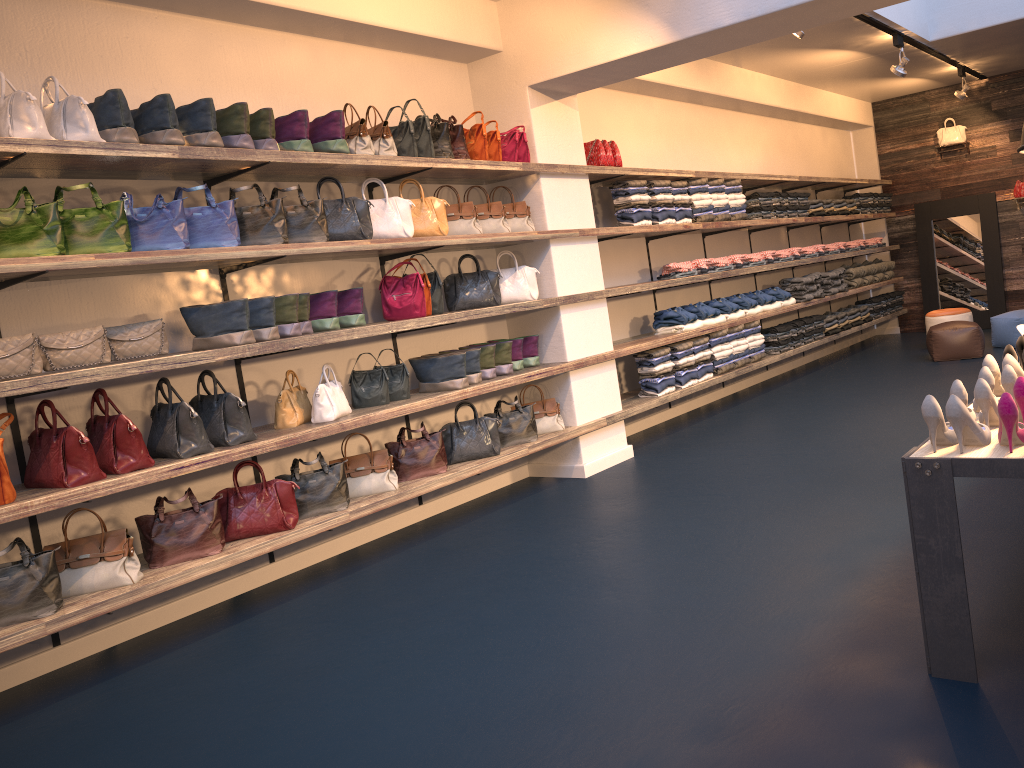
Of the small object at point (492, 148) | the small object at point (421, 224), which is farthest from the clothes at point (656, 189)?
the small object at point (421, 224)

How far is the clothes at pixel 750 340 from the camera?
8.54m

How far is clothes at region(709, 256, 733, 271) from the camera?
8.30m

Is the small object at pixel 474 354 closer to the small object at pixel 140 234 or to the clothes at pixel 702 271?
the small object at pixel 140 234

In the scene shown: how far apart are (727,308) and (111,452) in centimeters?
574cm

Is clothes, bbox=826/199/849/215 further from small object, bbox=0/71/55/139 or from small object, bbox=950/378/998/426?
small object, bbox=0/71/55/139

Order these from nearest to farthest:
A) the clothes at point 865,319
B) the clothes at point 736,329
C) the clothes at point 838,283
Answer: the clothes at point 736,329
the clothes at point 838,283
the clothes at point 865,319

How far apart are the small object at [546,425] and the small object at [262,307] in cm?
224

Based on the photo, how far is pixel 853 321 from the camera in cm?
1071

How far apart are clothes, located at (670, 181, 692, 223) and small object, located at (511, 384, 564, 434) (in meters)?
2.27
